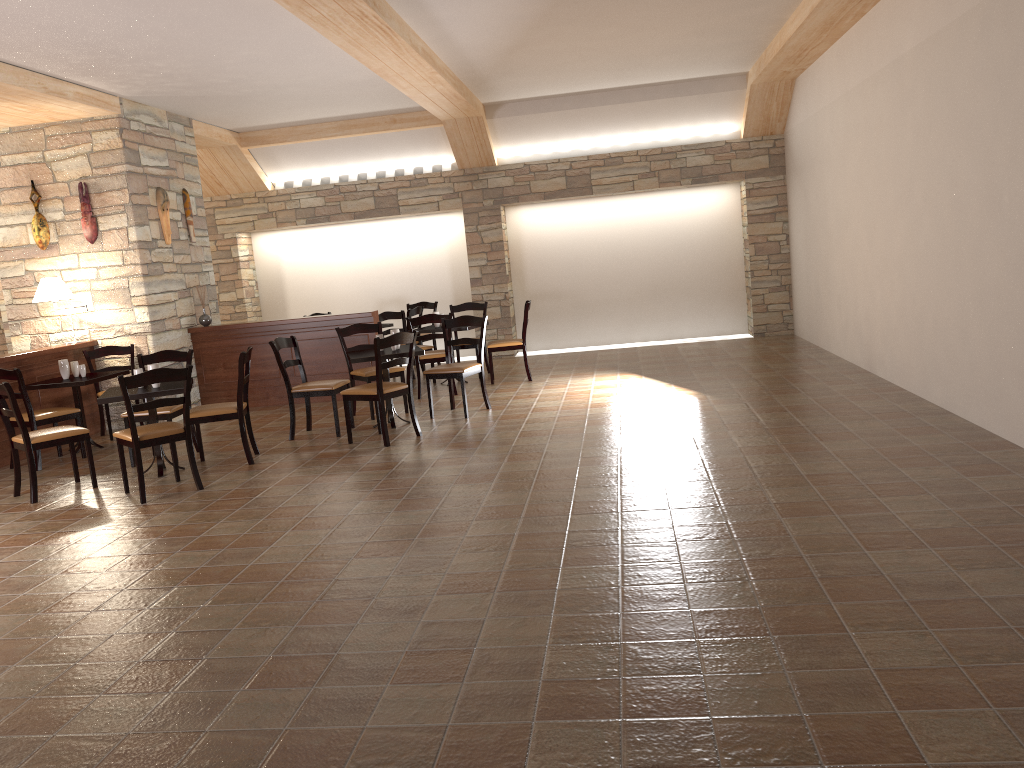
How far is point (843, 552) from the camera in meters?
3.7

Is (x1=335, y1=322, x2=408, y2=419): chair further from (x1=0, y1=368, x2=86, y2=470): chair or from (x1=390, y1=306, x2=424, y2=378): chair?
(x1=0, y1=368, x2=86, y2=470): chair

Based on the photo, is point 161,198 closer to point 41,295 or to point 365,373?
point 41,295

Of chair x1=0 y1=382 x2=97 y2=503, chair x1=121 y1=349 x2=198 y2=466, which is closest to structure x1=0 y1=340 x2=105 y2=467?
chair x1=121 y1=349 x2=198 y2=466

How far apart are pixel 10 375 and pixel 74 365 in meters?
0.9

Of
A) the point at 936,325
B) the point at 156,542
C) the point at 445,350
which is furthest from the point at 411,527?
the point at 936,325

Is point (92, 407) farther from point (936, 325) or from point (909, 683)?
point (909, 683)

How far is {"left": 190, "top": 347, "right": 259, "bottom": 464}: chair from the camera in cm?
649

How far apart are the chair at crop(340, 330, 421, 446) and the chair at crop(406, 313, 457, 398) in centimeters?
177cm

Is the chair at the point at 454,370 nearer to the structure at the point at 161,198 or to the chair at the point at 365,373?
the chair at the point at 365,373
